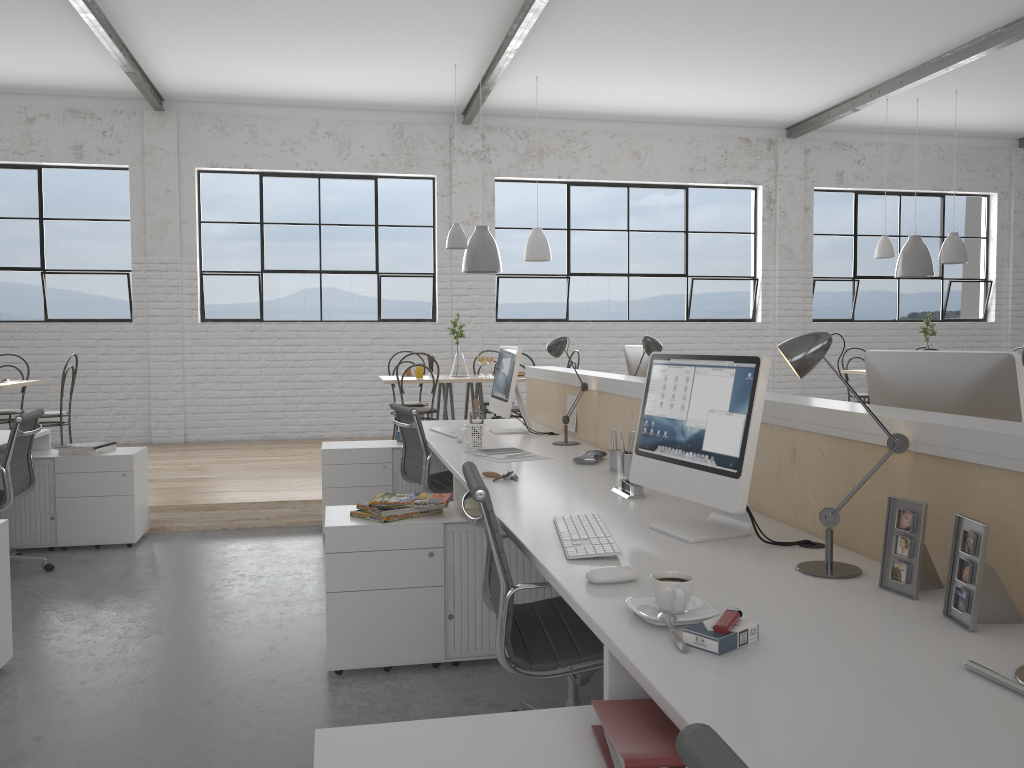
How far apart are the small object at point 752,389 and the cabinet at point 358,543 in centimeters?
58cm

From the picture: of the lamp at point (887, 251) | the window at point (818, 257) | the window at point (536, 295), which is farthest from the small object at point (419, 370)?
the window at point (818, 257)

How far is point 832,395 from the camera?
7.7 meters

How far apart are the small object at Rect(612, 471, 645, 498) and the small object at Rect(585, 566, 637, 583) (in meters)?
0.76

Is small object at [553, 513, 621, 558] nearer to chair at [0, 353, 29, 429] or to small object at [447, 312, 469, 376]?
small object at [447, 312, 469, 376]

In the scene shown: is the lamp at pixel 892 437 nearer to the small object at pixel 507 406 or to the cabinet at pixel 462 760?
the cabinet at pixel 462 760

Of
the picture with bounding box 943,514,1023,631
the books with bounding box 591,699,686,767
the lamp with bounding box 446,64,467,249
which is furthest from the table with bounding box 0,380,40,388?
the picture with bounding box 943,514,1023,631

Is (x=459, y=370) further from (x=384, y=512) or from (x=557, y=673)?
(x=557, y=673)

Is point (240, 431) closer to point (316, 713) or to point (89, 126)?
point (89, 126)

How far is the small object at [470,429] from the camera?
3.2 meters
